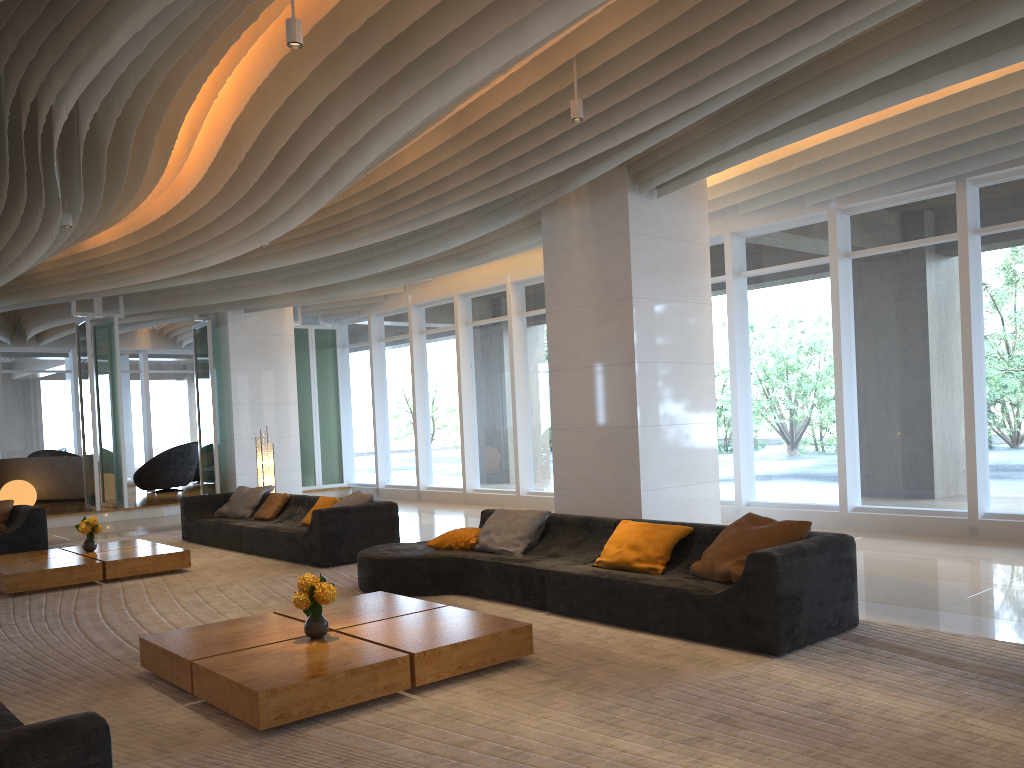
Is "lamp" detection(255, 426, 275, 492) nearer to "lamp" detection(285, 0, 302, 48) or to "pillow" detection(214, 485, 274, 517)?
"pillow" detection(214, 485, 274, 517)

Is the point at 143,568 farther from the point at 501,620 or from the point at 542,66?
the point at 542,66

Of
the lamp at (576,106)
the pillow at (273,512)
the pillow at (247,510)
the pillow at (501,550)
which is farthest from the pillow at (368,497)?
the lamp at (576,106)

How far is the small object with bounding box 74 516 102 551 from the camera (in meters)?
8.95

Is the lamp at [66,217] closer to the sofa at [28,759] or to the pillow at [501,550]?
the pillow at [501,550]

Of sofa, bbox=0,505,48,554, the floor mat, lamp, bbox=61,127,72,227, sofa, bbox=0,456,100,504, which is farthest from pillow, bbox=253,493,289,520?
sofa, bbox=0,456,100,504

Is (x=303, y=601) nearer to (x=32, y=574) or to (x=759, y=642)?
(x=759, y=642)

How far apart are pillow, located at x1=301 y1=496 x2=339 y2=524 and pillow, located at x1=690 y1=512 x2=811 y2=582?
5.1 meters

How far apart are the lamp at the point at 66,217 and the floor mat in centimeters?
358cm

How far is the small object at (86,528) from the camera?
9.0 meters
